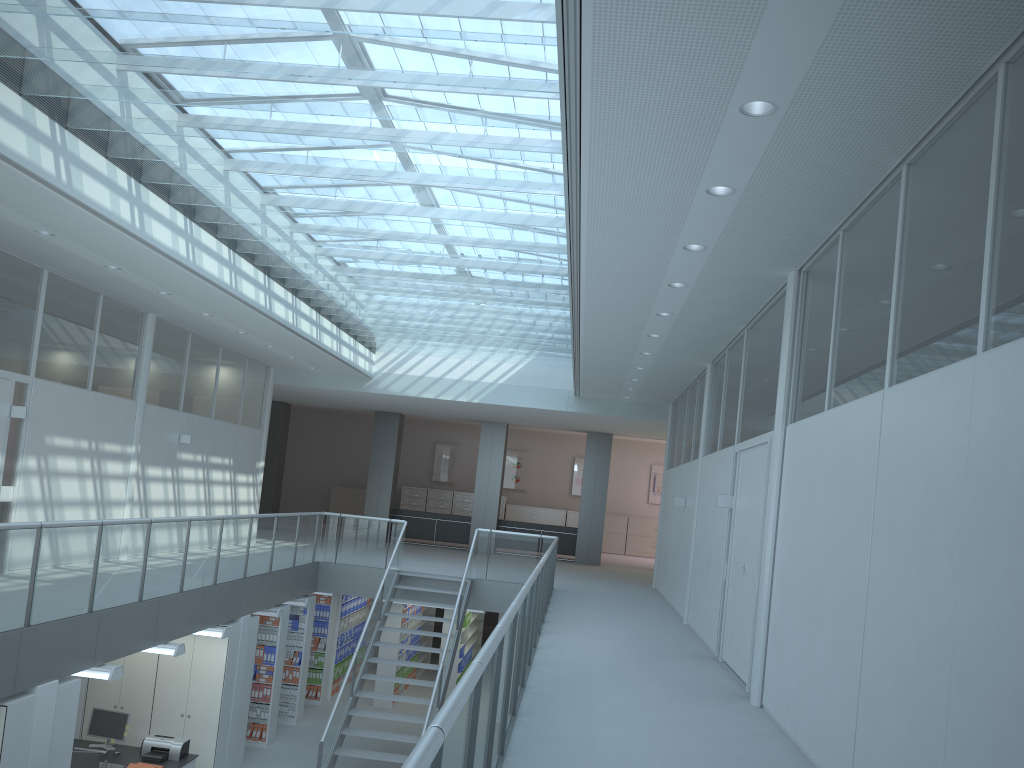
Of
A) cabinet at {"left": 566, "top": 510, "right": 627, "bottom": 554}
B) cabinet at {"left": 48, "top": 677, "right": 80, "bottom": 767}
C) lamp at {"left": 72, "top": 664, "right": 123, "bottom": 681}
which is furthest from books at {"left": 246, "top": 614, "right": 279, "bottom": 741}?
cabinet at {"left": 566, "top": 510, "right": 627, "bottom": 554}

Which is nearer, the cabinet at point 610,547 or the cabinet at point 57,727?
the cabinet at point 57,727

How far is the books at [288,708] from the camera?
12.4m

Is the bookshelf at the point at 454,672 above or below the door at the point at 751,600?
below

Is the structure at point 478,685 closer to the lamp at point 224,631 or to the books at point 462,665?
the lamp at point 224,631

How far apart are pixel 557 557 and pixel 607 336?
11.13m

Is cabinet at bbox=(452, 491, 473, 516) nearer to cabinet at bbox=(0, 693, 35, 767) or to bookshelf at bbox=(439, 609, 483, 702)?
bookshelf at bbox=(439, 609, 483, 702)

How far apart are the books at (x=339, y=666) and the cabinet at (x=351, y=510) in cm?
848

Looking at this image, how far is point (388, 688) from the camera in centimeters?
1386cm

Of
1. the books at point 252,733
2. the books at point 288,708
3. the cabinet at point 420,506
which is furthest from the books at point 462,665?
the cabinet at point 420,506
